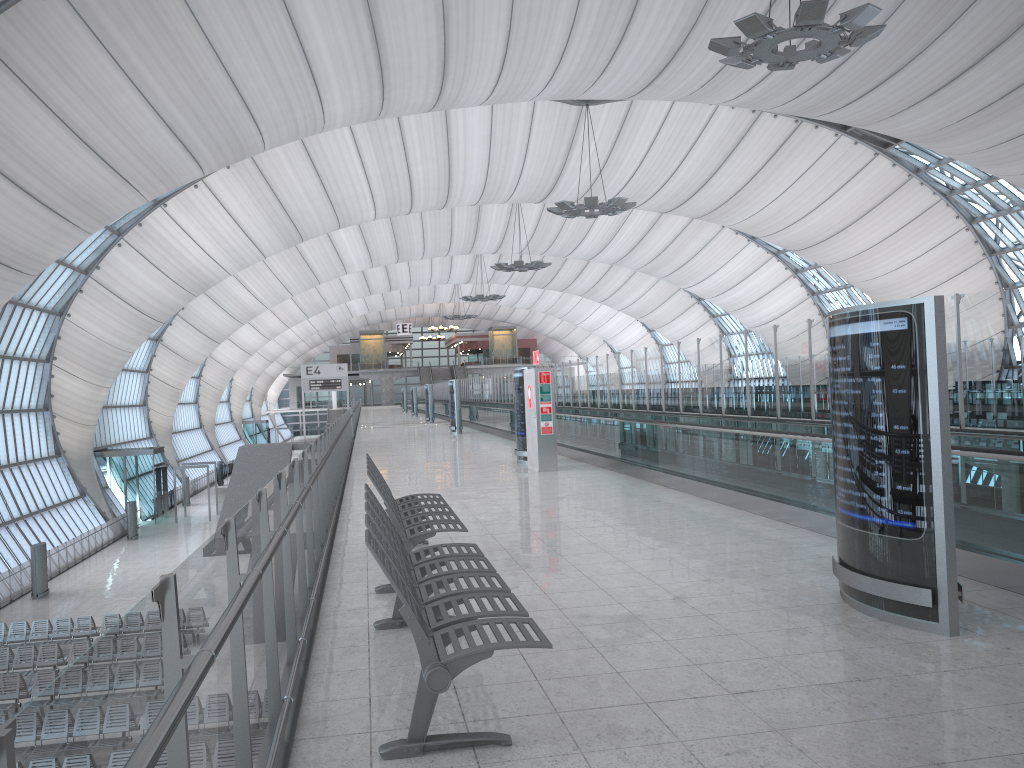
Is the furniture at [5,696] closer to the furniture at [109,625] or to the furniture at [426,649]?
the furniture at [109,625]

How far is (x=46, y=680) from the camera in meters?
18.8 m

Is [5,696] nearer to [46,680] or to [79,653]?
[46,680]

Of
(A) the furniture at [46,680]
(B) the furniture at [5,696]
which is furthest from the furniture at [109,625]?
(A) the furniture at [46,680]

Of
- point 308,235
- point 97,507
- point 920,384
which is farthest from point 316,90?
point 97,507

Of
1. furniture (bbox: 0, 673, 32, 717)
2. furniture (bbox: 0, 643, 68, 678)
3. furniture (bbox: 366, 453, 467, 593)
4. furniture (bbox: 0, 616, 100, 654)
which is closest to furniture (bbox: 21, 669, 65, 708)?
furniture (bbox: 0, 673, 32, 717)

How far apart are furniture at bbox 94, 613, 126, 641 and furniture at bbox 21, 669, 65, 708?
4.6m

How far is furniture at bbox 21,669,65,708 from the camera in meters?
18.8

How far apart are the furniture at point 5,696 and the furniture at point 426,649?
16.5m

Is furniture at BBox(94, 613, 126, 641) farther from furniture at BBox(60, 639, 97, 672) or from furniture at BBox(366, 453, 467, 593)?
furniture at BBox(366, 453, 467, 593)
